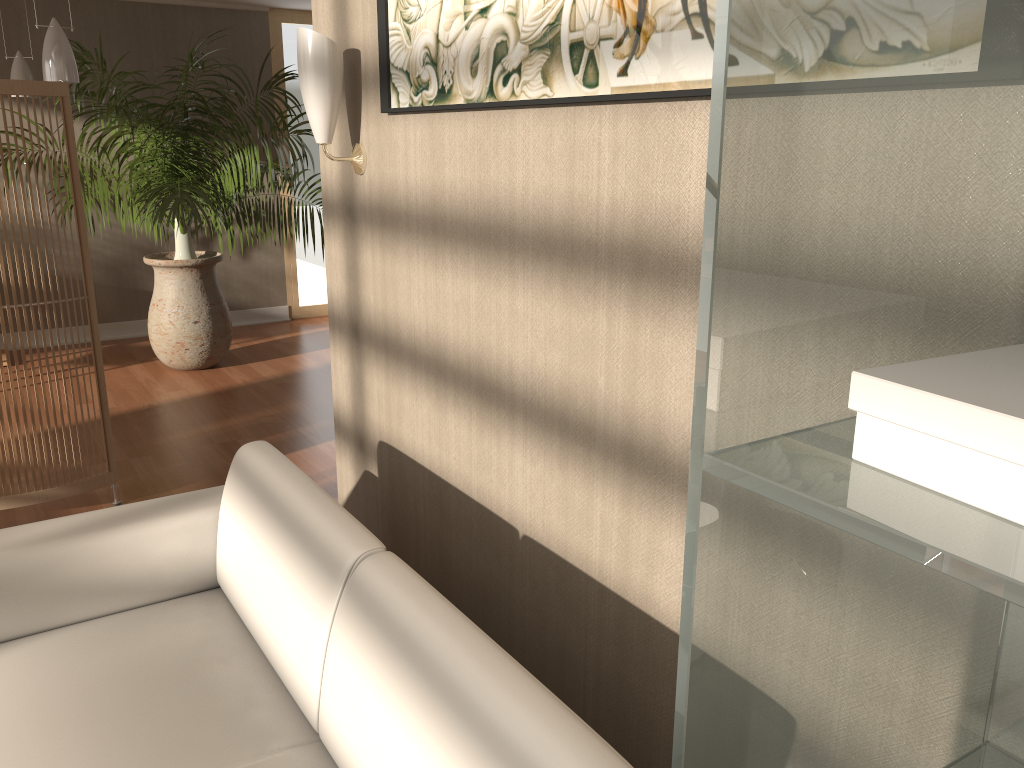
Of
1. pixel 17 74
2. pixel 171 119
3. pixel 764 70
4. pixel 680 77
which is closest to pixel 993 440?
pixel 764 70

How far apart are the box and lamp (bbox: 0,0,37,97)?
5.9m

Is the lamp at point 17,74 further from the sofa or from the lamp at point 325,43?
the sofa

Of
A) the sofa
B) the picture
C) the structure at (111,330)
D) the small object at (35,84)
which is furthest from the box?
the structure at (111,330)

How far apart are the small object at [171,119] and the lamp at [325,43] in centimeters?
267cm

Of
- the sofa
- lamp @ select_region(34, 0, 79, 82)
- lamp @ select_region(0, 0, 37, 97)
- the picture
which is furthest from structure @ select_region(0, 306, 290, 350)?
the picture

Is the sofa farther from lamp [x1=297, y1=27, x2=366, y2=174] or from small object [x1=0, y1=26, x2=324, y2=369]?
small object [x1=0, y1=26, x2=324, y2=369]

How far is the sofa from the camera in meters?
1.2 m

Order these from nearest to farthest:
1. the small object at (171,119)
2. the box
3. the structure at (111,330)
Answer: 1. the box
2. the small object at (171,119)
3. the structure at (111,330)

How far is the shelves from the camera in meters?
0.4 m
